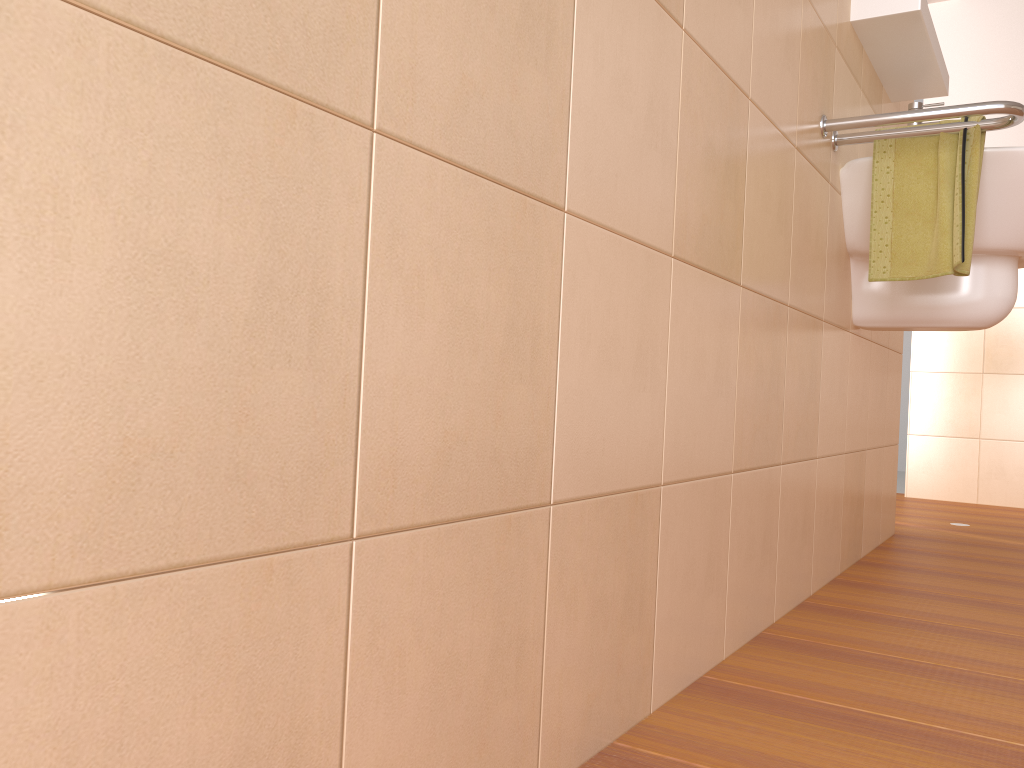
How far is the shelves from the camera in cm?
180

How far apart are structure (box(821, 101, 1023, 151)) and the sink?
0.1 meters

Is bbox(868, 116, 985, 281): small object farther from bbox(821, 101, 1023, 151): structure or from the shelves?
the shelves

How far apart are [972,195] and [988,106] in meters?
0.2 m

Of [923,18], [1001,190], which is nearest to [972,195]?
[1001,190]

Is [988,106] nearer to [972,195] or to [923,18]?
[972,195]

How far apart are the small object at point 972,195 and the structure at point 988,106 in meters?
0.0

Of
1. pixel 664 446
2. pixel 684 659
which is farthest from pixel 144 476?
pixel 684 659

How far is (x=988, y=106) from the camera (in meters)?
1.50

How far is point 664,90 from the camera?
1.00m
